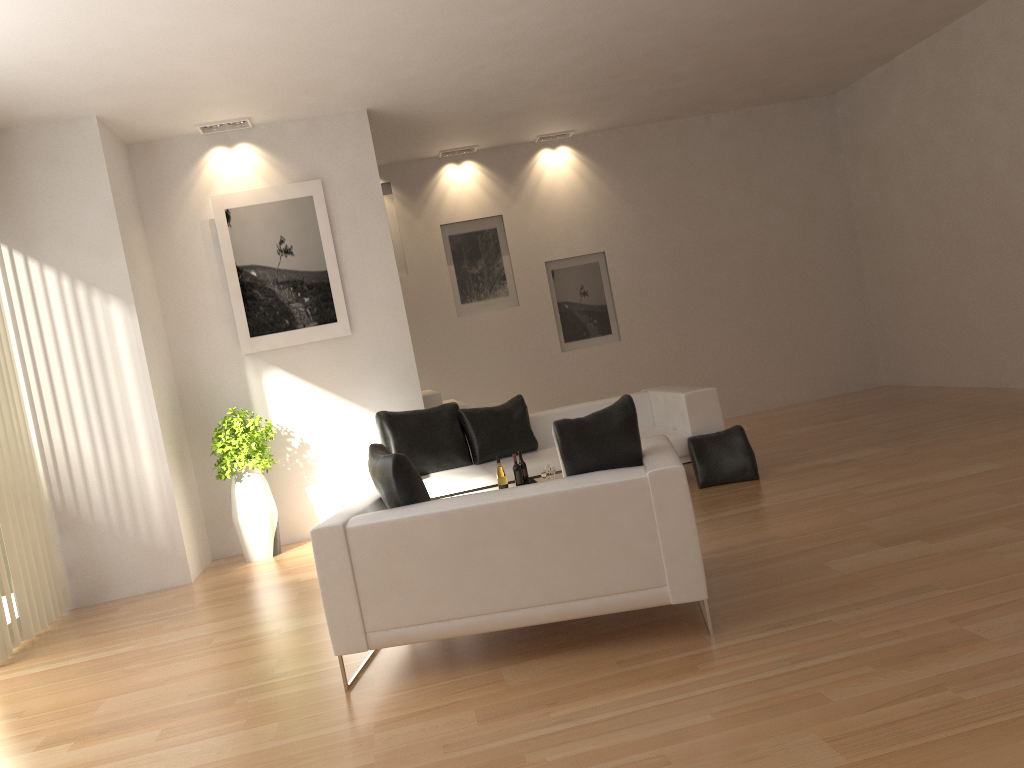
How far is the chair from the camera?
3.7 meters

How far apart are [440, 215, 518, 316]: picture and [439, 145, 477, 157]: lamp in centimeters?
85cm

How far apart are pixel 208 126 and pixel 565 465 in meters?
5.5 m

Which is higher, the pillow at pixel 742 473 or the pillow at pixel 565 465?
the pillow at pixel 565 465

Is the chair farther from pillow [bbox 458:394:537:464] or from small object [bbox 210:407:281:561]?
small object [bbox 210:407:281:561]

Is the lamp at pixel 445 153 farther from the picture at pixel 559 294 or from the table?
the table

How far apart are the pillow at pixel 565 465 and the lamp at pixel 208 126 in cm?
522

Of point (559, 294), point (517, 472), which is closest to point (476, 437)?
point (517, 472)

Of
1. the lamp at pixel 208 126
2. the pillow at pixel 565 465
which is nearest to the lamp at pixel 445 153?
the lamp at pixel 208 126

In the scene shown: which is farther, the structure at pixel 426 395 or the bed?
the structure at pixel 426 395
